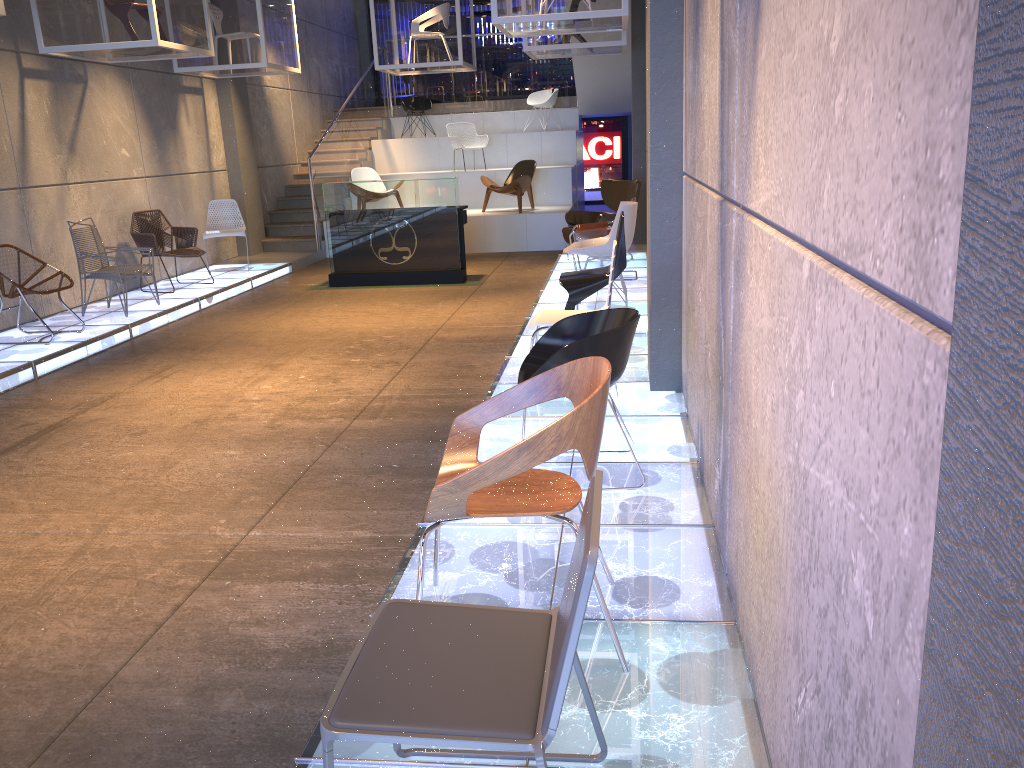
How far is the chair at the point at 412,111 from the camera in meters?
16.5 m

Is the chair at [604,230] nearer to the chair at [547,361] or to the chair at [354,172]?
the chair at [547,361]

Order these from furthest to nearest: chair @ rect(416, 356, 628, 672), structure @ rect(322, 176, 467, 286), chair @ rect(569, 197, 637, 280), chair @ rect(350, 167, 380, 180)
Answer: chair @ rect(350, 167, 380, 180) < structure @ rect(322, 176, 467, 286) < chair @ rect(569, 197, 637, 280) < chair @ rect(416, 356, 628, 672)

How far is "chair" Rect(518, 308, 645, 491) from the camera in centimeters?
357cm

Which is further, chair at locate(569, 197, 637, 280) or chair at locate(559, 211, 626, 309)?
chair at locate(569, 197, 637, 280)

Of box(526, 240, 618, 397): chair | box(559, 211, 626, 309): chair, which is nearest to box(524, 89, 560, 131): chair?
box(559, 211, 626, 309): chair

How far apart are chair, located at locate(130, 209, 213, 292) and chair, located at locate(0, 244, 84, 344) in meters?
2.2 m

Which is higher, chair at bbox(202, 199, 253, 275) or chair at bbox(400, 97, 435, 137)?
chair at bbox(400, 97, 435, 137)

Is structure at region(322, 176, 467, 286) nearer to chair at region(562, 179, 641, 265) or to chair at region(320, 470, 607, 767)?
chair at region(562, 179, 641, 265)

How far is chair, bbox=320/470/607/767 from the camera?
1.6m
